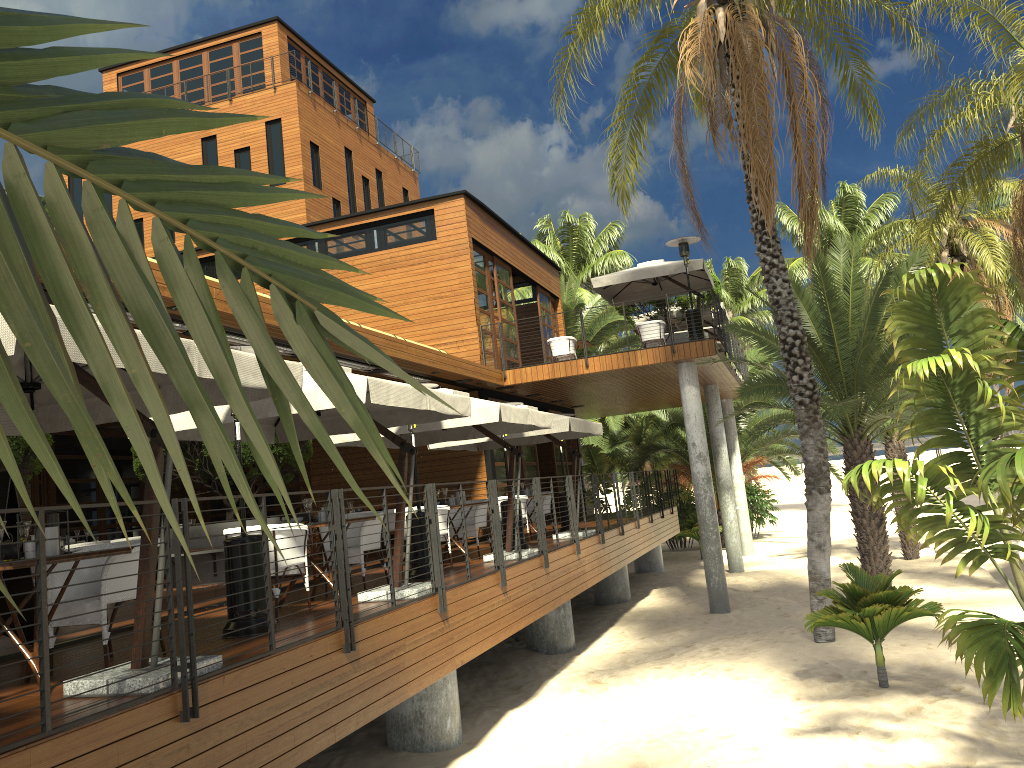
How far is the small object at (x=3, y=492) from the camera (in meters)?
6.52

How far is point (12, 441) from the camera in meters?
Answer: 8.5 m

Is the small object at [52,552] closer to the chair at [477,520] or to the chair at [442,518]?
the chair at [442,518]

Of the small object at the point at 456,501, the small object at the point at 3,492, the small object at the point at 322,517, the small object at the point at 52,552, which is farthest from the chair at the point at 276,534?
the small object at the point at 456,501

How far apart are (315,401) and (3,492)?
2.4 meters

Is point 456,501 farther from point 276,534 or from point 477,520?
point 276,534

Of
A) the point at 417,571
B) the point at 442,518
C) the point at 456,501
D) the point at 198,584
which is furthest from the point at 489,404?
the point at 198,584

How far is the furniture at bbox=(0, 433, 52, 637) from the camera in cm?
852

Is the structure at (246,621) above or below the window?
below

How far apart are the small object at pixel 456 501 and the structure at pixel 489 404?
0.9m
